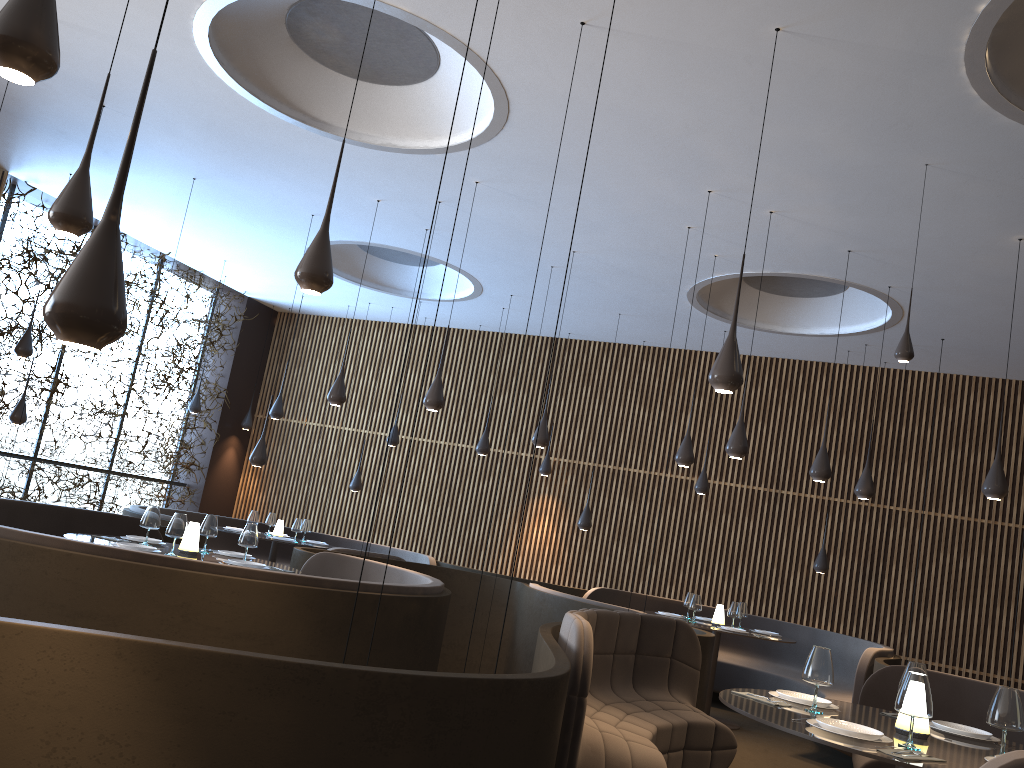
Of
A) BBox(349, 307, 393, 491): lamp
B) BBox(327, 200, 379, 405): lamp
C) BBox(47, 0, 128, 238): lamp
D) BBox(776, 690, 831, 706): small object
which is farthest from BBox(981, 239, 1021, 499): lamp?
BBox(349, 307, 393, 491): lamp

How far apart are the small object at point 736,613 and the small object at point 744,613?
0.54m

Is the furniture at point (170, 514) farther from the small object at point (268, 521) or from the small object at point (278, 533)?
the small object at point (278, 533)

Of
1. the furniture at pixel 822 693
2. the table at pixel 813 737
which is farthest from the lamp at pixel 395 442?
the table at pixel 813 737

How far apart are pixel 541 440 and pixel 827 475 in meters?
2.9 m

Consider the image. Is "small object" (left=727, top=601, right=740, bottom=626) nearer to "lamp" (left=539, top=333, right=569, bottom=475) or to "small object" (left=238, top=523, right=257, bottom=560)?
"lamp" (left=539, top=333, right=569, bottom=475)

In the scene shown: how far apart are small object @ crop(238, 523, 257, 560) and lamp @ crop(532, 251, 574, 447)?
3.71m

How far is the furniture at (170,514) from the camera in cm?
1190

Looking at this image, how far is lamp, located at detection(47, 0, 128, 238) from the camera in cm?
406

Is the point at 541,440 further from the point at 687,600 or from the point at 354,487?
the point at 354,487
